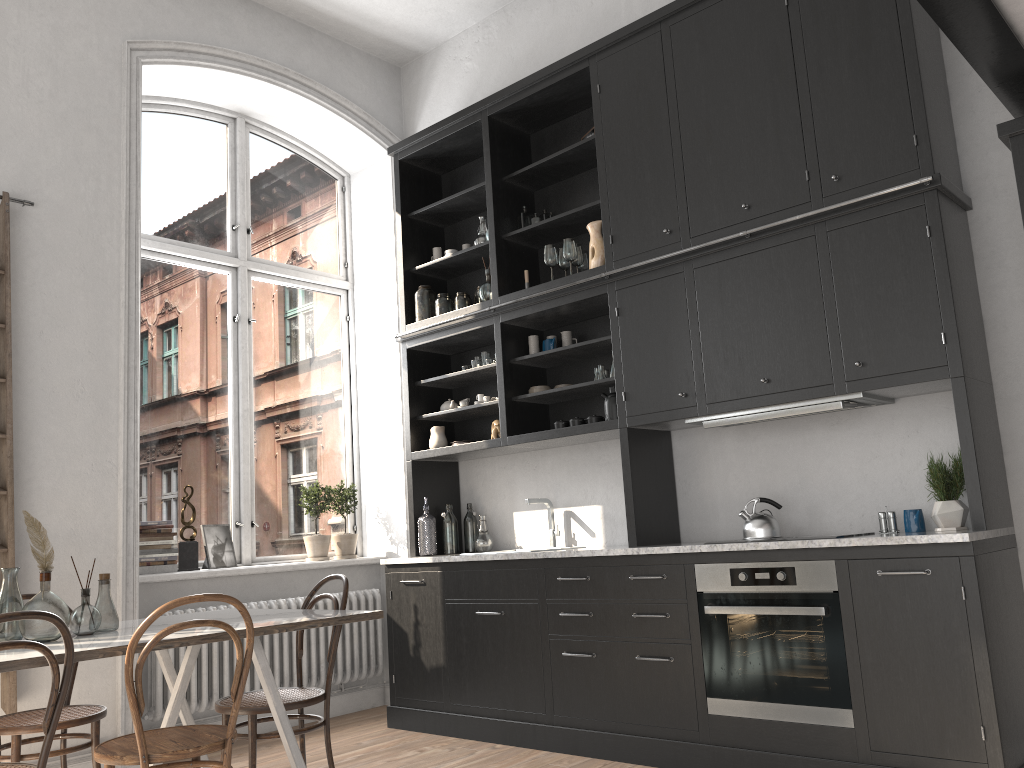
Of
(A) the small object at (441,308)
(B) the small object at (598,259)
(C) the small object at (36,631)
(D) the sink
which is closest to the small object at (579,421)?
(D) the sink

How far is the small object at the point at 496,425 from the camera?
5.1m

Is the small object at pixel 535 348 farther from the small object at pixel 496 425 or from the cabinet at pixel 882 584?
the small object at pixel 496 425

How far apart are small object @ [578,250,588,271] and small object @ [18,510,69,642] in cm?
303

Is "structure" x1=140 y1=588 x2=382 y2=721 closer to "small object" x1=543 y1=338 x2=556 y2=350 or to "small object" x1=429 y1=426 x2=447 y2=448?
"small object" x1=429 y1=426 x2=447 y2=448

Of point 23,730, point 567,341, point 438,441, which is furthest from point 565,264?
point 23,730

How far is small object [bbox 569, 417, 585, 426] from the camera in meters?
4.7 m

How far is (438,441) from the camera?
5.4 meters

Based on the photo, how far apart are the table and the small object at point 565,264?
2.3m

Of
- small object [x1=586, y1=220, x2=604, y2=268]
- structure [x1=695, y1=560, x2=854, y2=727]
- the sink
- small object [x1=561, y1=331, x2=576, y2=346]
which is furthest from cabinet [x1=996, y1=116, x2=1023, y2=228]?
the sink
